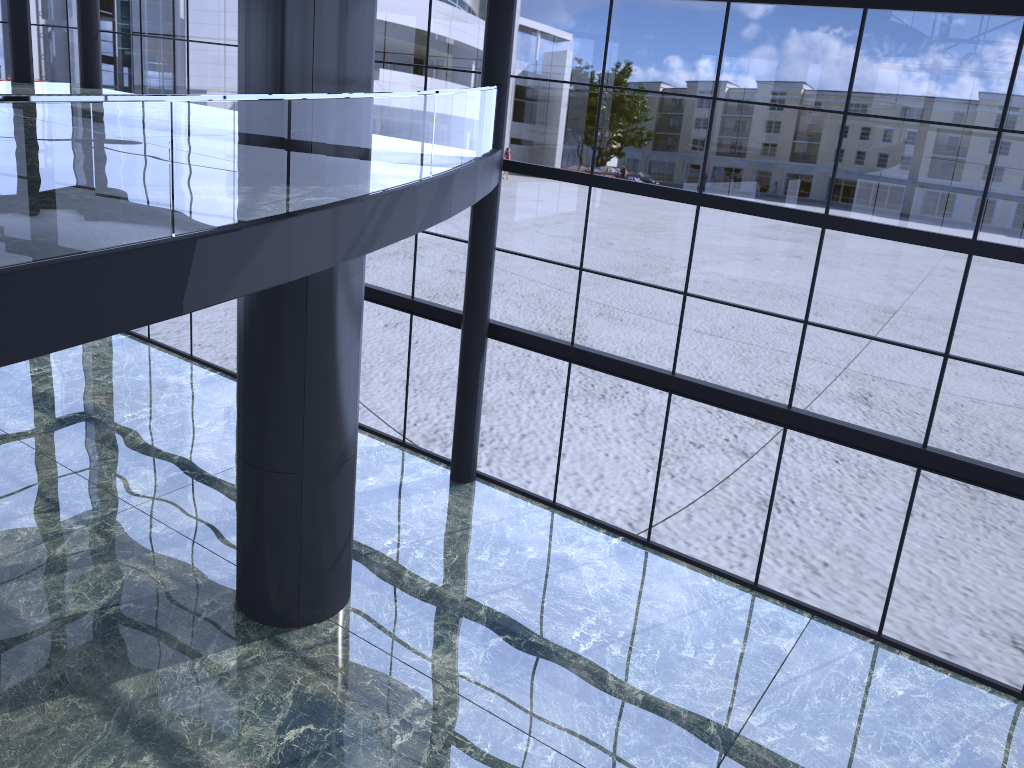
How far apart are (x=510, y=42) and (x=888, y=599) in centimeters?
1041cm
